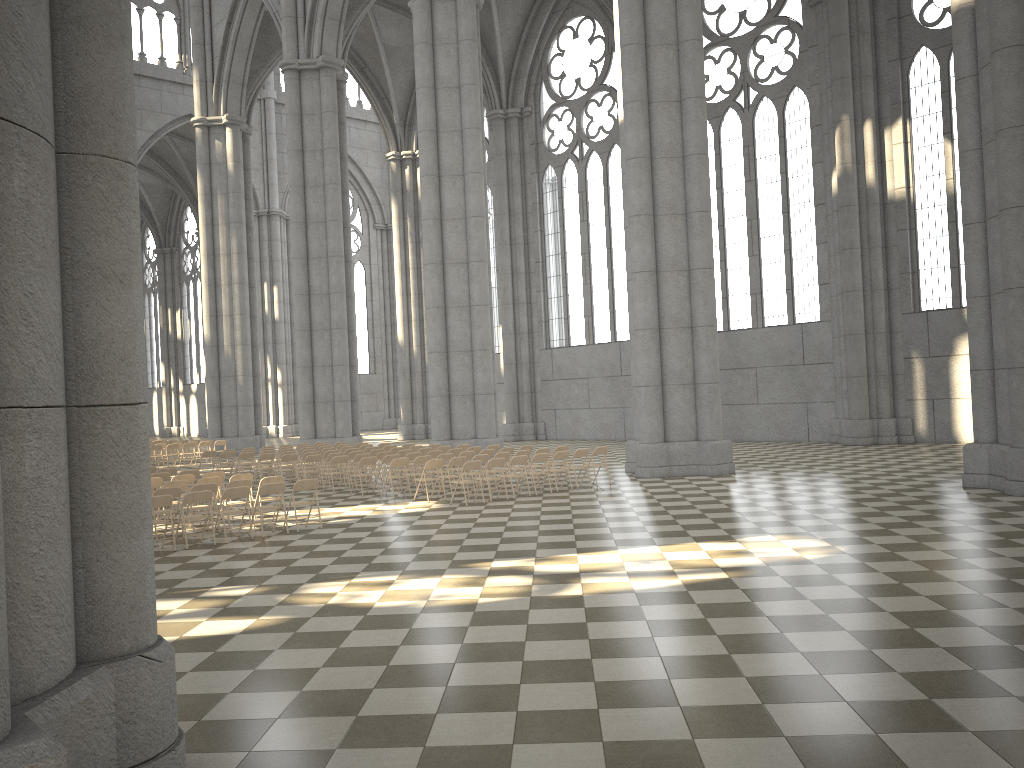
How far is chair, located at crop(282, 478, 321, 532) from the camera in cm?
1389

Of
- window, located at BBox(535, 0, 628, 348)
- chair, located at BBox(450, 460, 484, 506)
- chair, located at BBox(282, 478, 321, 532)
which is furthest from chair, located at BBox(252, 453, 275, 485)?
window, located at BBox(535, 0, 628, 348)

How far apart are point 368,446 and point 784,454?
11.40m

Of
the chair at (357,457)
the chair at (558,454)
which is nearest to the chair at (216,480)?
the chair at (357,457)

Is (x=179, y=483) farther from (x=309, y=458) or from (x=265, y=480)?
(x=309, y=458)

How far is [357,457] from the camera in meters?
20.0 m

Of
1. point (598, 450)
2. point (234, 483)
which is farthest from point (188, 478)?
point (598, 450)

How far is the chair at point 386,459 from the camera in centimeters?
1914cm

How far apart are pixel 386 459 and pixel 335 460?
1.3m

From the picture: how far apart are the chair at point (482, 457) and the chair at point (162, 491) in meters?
6.2 m
